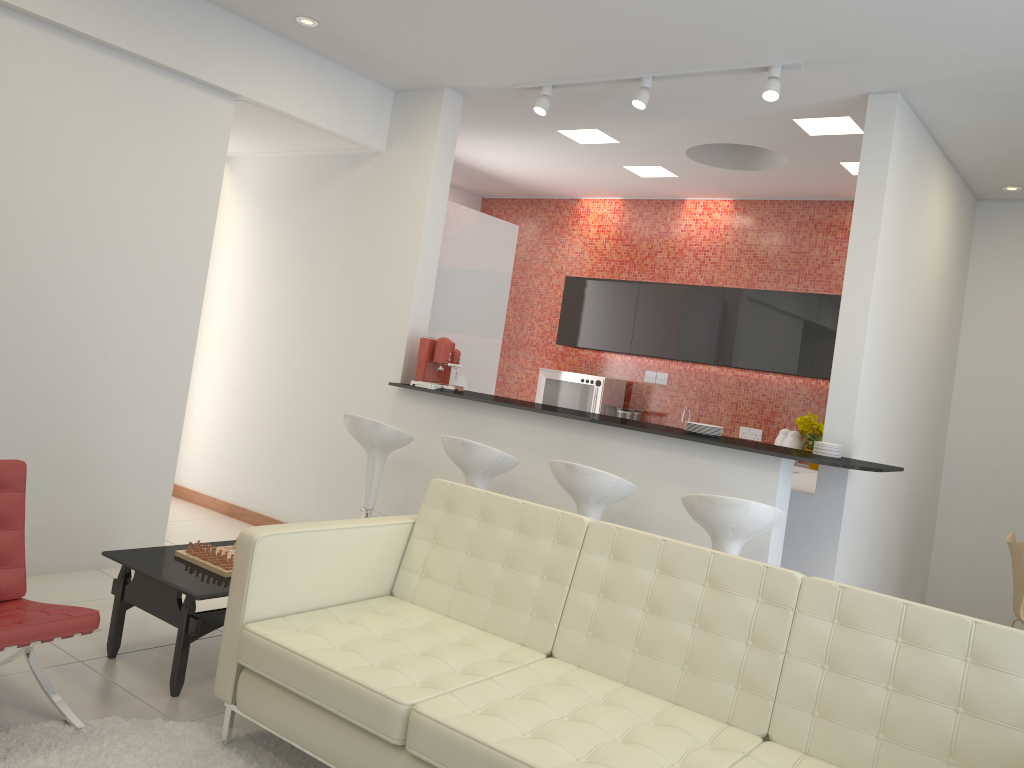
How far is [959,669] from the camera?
2.5 meters

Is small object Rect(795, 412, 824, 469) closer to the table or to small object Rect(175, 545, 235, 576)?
small object Rect(175, 545, 235, 576)

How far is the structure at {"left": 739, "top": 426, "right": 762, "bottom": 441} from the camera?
7.5 meters

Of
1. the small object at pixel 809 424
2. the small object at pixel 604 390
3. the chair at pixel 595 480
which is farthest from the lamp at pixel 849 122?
the small object at pixel 604 390

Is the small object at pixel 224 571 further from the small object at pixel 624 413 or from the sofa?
the small object at pixel 624 413

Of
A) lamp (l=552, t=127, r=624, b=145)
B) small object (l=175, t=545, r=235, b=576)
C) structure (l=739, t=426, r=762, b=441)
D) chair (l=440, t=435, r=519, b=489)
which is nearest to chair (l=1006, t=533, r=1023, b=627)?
structure (l=739, t=426, r=762, b=441)

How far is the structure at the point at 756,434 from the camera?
7.5m

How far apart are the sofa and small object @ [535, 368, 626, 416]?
4.4 meters

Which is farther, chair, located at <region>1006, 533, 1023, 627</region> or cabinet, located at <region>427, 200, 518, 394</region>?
cabinet, located at <region>427, 200, 518, 394</region>

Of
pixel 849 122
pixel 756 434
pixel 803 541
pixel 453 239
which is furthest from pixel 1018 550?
pixel 453 239
